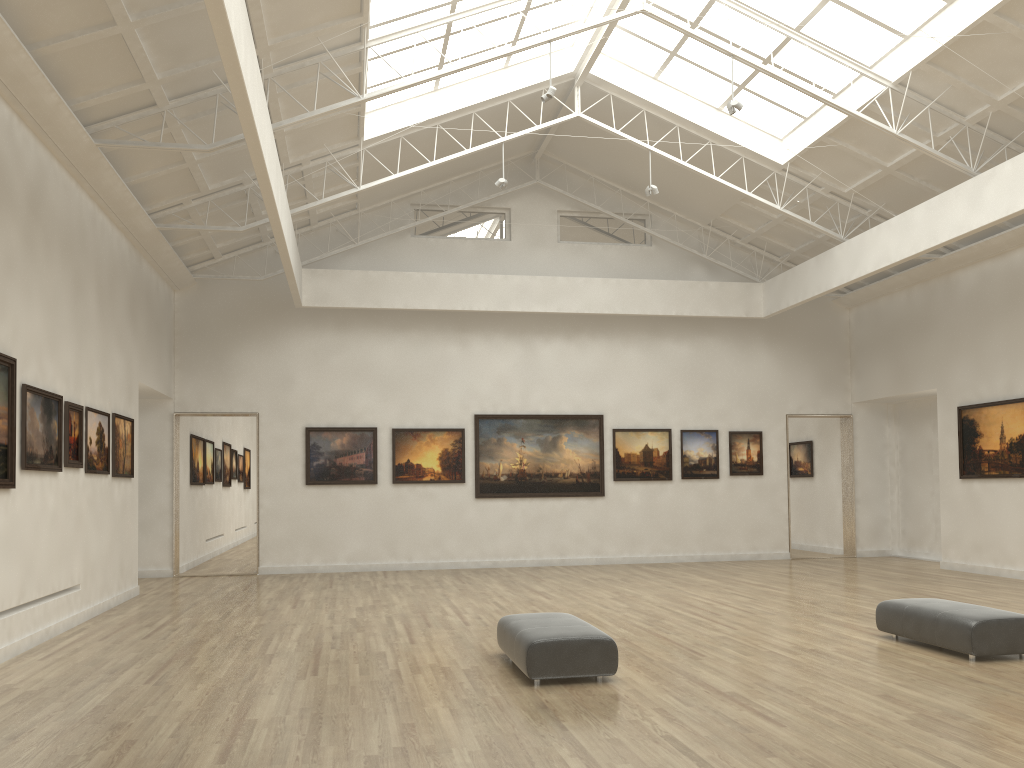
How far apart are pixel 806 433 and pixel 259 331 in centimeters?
2316cm
